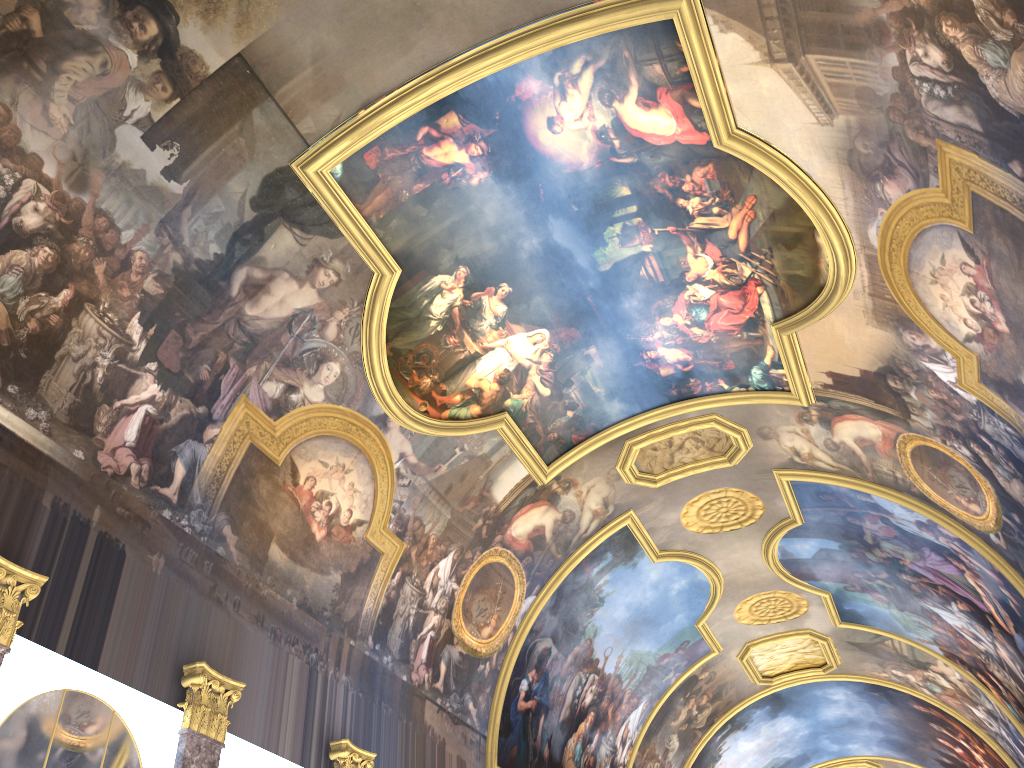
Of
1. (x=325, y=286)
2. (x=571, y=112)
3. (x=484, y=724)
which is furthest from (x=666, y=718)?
(x=571, y=112)
